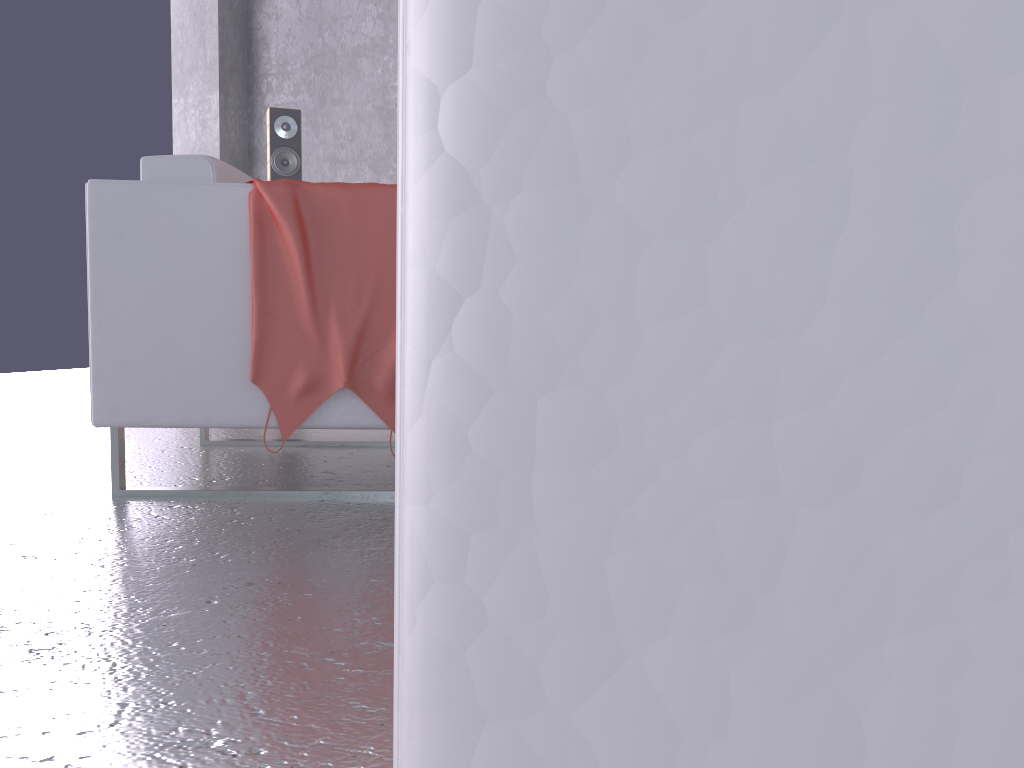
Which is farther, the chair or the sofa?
the chair

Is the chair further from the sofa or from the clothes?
the sofa

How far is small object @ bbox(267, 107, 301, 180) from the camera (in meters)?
4.67

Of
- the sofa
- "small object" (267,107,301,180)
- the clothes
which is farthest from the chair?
"small object" (267,107,301,180)

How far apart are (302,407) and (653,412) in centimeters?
190cm

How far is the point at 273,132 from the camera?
4.67m

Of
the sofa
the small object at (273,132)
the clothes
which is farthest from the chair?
the small object at (273,132)

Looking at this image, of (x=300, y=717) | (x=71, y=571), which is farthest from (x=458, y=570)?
(x=71, y=571)

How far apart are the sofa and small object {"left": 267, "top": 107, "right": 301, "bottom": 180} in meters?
4.8

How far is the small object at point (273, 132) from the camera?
4.7m
